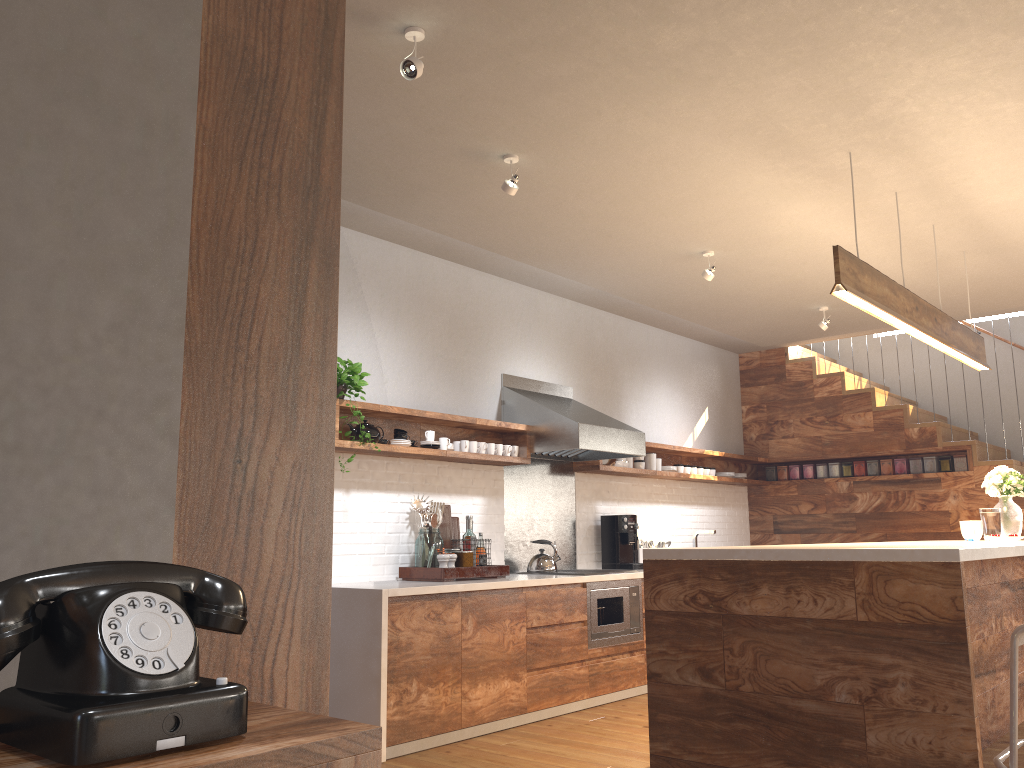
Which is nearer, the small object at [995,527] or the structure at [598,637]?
the small object at [995,527]

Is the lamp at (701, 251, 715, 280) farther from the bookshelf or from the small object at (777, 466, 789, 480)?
the bookshelf

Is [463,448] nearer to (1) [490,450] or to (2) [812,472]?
(1) [490,450]

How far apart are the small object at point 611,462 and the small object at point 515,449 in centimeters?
108cm

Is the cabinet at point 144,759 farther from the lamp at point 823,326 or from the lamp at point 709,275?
the lamp at point 823,326

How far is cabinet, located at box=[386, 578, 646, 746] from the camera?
4.3 meters

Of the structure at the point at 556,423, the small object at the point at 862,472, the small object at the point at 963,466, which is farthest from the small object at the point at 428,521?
the small object at the point at 963,466

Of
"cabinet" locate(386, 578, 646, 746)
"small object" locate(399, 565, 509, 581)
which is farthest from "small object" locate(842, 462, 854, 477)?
"small object" locate(399, 565, 509, 581)

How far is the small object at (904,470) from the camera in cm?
772

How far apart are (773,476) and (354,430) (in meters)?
5.01
